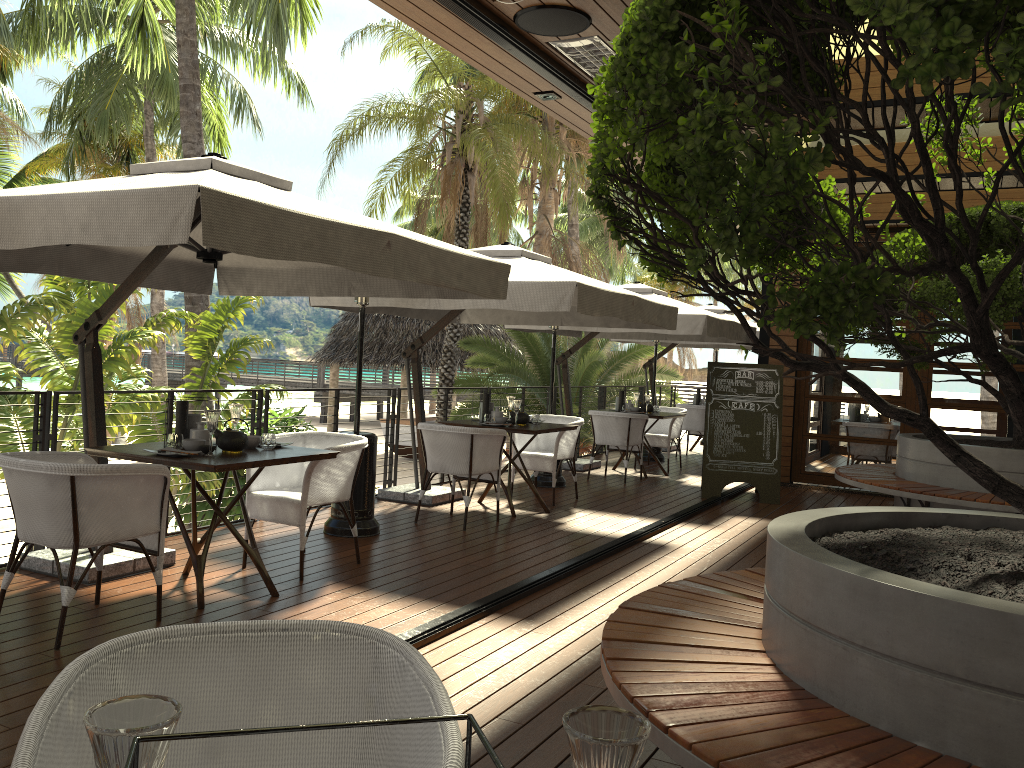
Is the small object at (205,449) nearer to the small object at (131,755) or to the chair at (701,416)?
the small object at (131,755)

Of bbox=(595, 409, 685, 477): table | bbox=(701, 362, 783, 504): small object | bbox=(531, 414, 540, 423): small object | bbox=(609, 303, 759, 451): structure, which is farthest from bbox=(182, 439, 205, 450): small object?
bbox=(609, 303, 759, 451): structure

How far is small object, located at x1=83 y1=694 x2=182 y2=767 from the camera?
0.76m

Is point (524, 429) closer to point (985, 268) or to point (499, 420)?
point (499, 420)

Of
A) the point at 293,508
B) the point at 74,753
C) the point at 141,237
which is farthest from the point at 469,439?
the point at 74,753

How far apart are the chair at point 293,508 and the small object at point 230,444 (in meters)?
0.46

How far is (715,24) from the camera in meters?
1.7 m

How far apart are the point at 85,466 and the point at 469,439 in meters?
3.3 m

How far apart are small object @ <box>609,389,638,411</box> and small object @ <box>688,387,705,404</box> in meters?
3.3 m

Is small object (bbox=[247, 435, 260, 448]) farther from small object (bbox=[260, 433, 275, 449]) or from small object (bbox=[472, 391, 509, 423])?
small object (bbox=[472, 391, 509, 423])
